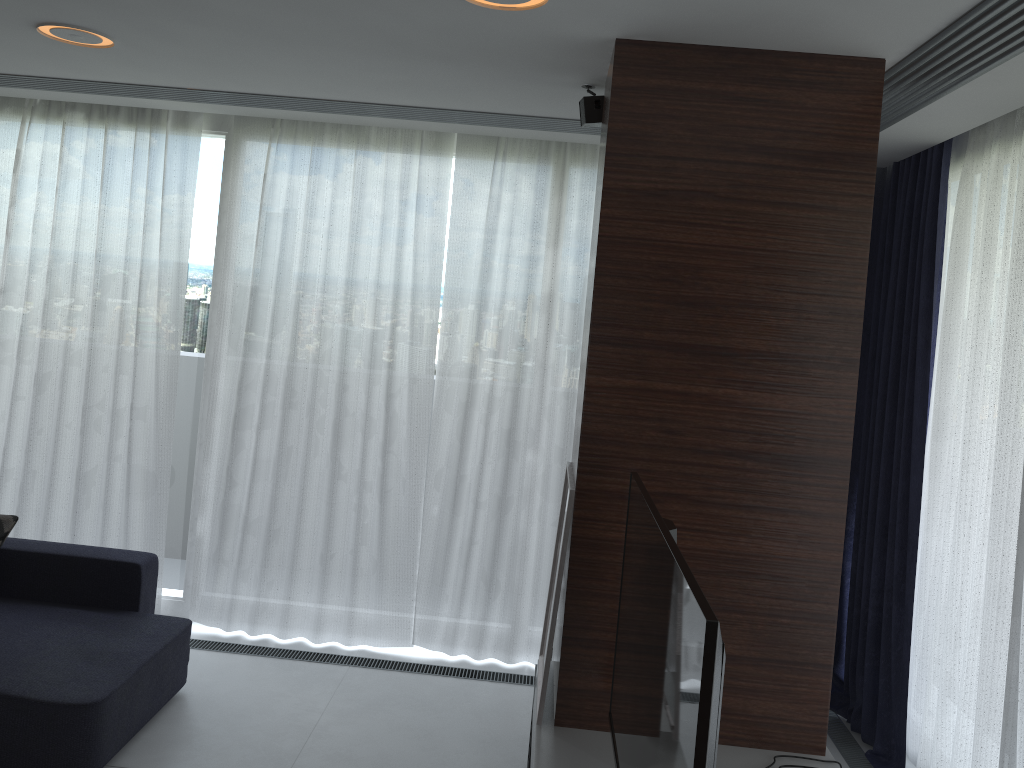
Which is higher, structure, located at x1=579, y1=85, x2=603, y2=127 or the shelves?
structure, located at x1=579, y1=85, x2=603, y2=127

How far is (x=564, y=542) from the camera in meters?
2.7

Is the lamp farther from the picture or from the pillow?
the pillow

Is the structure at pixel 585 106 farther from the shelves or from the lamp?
the shelves

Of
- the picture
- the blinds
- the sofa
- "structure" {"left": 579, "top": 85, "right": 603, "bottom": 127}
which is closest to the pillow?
the sofa

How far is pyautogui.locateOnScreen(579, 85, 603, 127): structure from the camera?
3.1 meters

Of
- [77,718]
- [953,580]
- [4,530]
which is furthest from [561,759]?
[4,530]

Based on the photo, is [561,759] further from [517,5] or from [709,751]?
[517,5]

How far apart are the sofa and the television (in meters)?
1.79

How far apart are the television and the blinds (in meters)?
1.40
